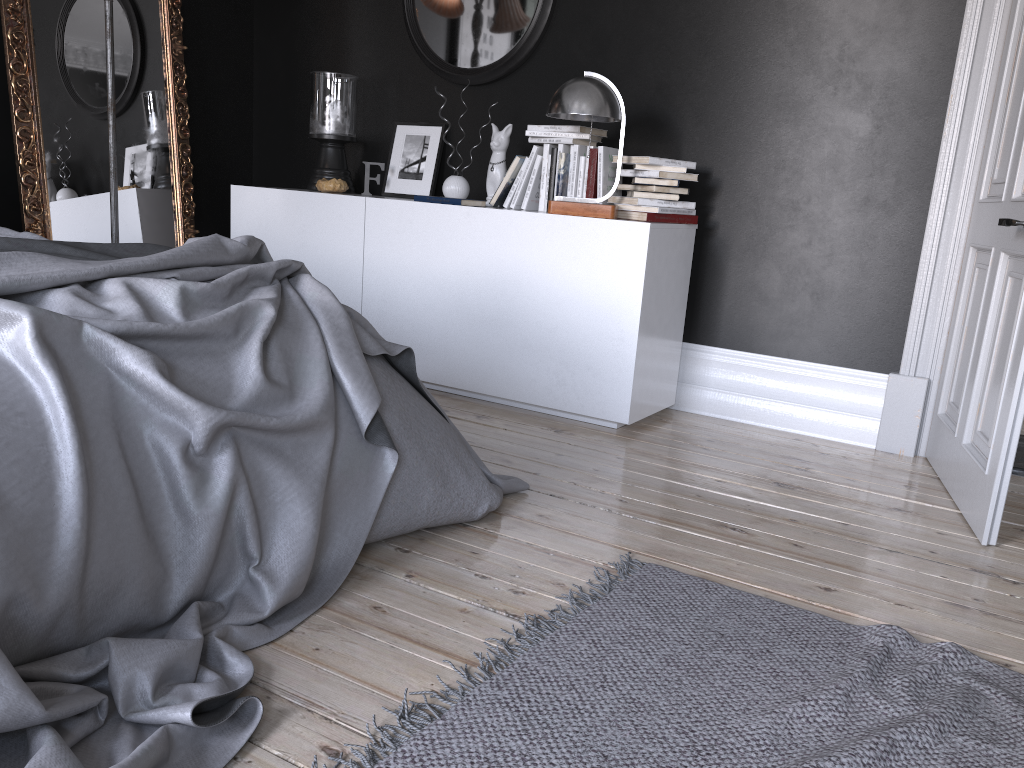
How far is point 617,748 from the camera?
1.6m

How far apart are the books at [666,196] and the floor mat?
1.97m

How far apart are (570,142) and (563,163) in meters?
0.1 m

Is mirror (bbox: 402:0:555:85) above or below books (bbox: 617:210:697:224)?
above

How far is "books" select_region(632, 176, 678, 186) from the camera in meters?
3.8

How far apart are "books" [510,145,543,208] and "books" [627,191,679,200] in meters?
0.6 m

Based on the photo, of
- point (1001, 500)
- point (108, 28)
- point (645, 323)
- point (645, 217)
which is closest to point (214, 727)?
point (1001, 500)

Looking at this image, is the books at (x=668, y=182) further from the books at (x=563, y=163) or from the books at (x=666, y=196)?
the books at (x=563, y=163)

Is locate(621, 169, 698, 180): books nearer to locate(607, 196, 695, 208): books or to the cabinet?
locate(607, 196, 695, 208): books

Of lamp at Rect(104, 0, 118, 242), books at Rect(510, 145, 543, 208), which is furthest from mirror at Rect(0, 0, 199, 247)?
books at Rect(510, 145, 543, 208)
